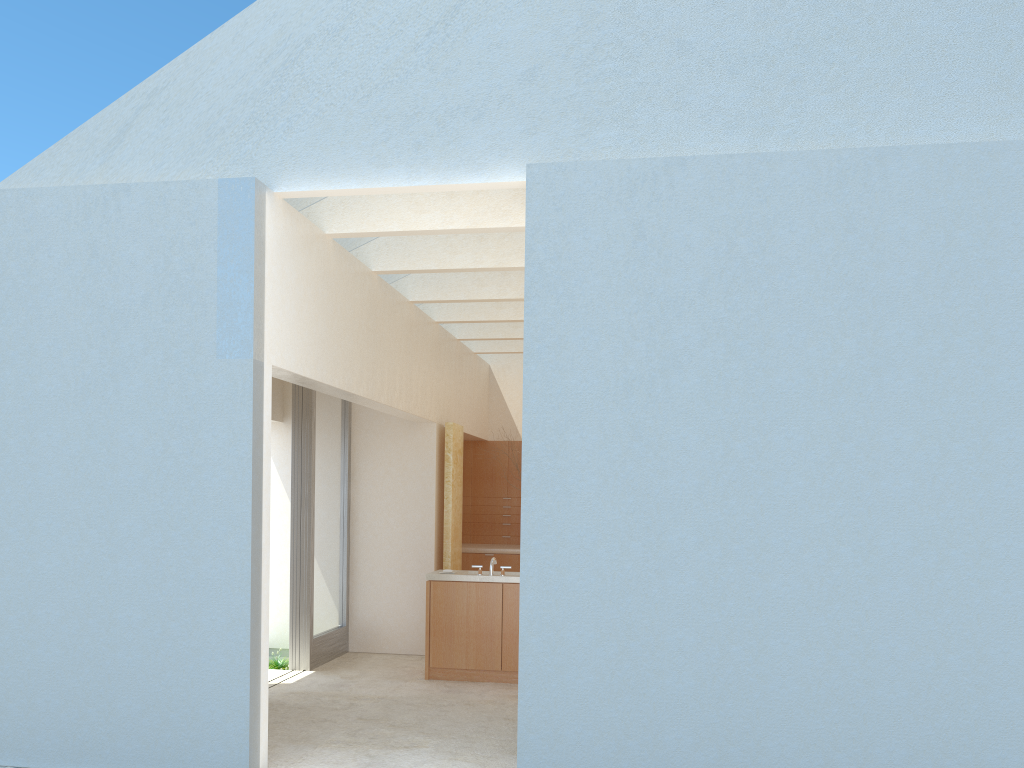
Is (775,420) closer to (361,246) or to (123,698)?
(123,698)

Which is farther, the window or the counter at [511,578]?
the window

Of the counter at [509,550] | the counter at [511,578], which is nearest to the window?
the counter at [511,578]

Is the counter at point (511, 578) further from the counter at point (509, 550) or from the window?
the counter at point (509, 550)

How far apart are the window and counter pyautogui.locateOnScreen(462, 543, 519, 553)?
4.71m

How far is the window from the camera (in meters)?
19.18

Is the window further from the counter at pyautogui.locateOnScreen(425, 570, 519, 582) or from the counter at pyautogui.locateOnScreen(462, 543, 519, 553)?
the counter at pyautogui.locateOnScreen(462, 543, 519, 553)

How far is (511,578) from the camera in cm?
1810

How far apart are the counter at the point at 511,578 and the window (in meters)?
2.75

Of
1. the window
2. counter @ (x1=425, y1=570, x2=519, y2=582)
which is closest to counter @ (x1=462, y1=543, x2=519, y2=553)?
the window
